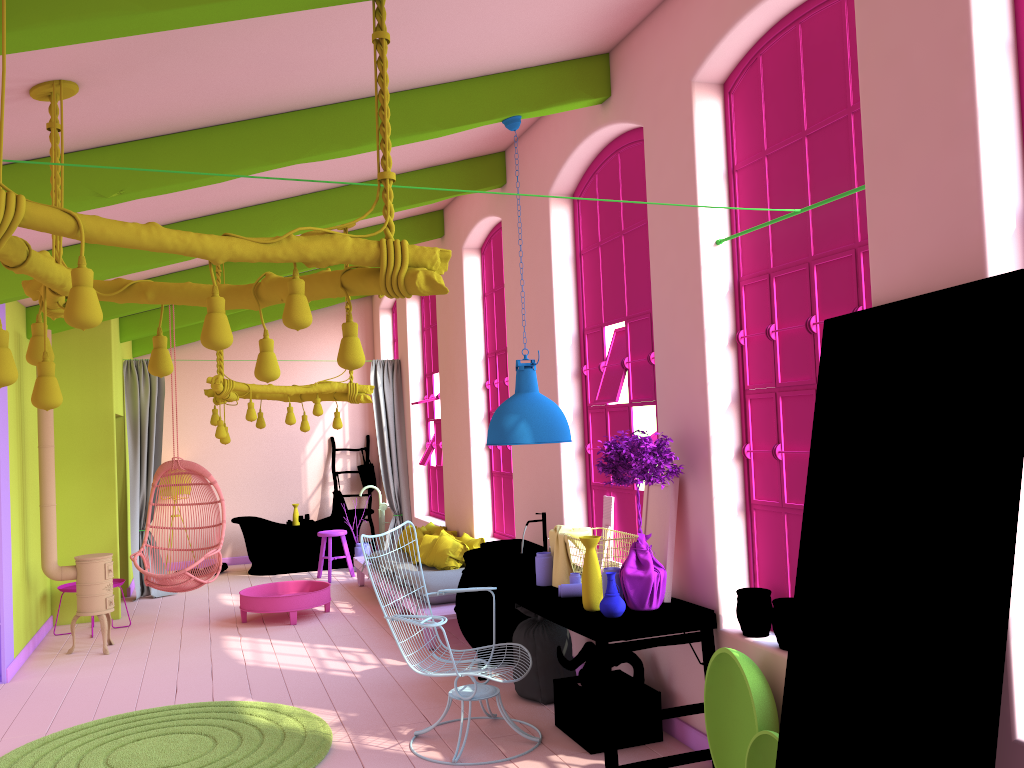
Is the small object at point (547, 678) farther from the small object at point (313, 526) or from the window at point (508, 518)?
the window at point (508, 518)

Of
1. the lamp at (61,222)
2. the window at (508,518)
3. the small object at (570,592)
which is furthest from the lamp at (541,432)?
the window at (508,518)

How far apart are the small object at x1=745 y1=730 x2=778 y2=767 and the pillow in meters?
4.6 m

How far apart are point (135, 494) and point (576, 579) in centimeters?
702cm

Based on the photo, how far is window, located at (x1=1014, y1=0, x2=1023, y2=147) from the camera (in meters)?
3.05

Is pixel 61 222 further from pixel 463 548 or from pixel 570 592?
pixel 463 548

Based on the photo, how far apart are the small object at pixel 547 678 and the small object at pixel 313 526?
0.5 meters

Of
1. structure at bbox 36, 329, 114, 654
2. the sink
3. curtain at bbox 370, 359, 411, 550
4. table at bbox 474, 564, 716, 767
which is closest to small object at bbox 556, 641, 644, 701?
table at bbox 474, 564, 716, 767

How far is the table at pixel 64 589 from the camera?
8.3 meters

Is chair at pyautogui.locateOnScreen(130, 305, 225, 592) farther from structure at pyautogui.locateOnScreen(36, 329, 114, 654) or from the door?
the door
